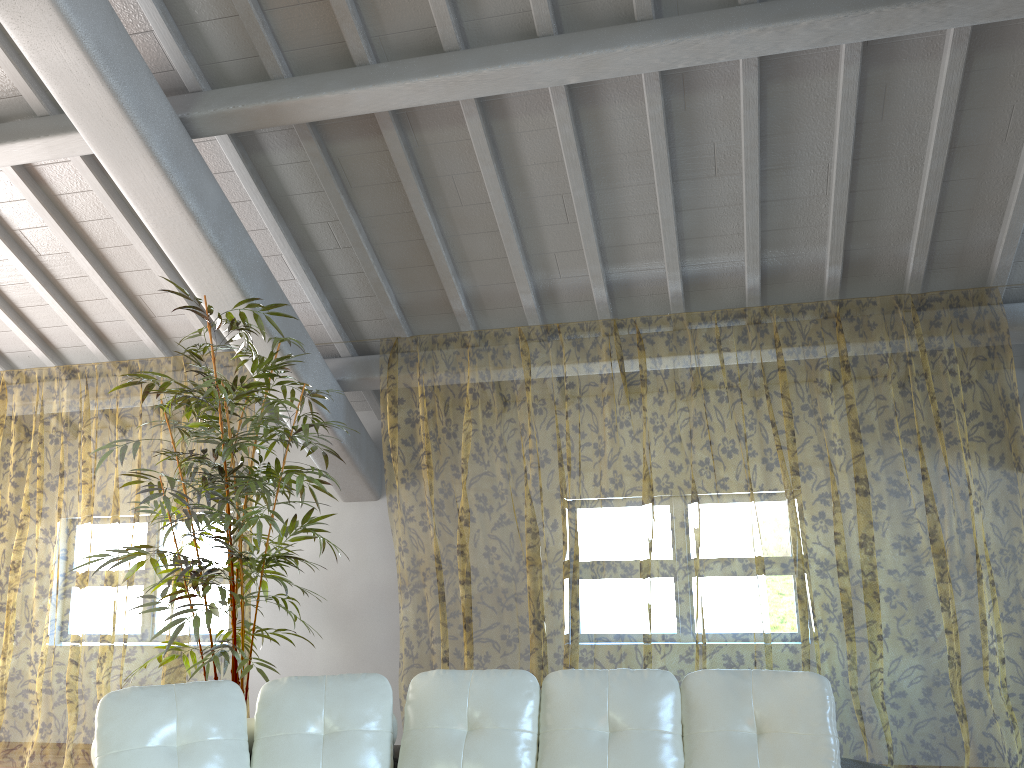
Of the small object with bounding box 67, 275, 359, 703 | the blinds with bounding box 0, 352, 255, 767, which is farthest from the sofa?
the blinds with bounding box 0, 352, 255, 767

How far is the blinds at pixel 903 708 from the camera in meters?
9.3

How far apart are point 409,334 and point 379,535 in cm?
150

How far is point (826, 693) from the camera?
2.80m

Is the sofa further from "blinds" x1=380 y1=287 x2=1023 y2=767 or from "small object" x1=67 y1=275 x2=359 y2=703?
"blinds" x1=380 y1=287 x2=1023 y2=767

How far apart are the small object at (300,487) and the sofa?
0.5m

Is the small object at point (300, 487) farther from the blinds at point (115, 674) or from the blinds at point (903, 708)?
the blinds at point (903, 708)

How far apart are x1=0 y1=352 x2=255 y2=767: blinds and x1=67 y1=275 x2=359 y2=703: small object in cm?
103

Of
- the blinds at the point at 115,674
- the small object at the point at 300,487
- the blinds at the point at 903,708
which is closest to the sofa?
the small object at the point at 300,487

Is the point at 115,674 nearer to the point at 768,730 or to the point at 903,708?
the point at 903,708
